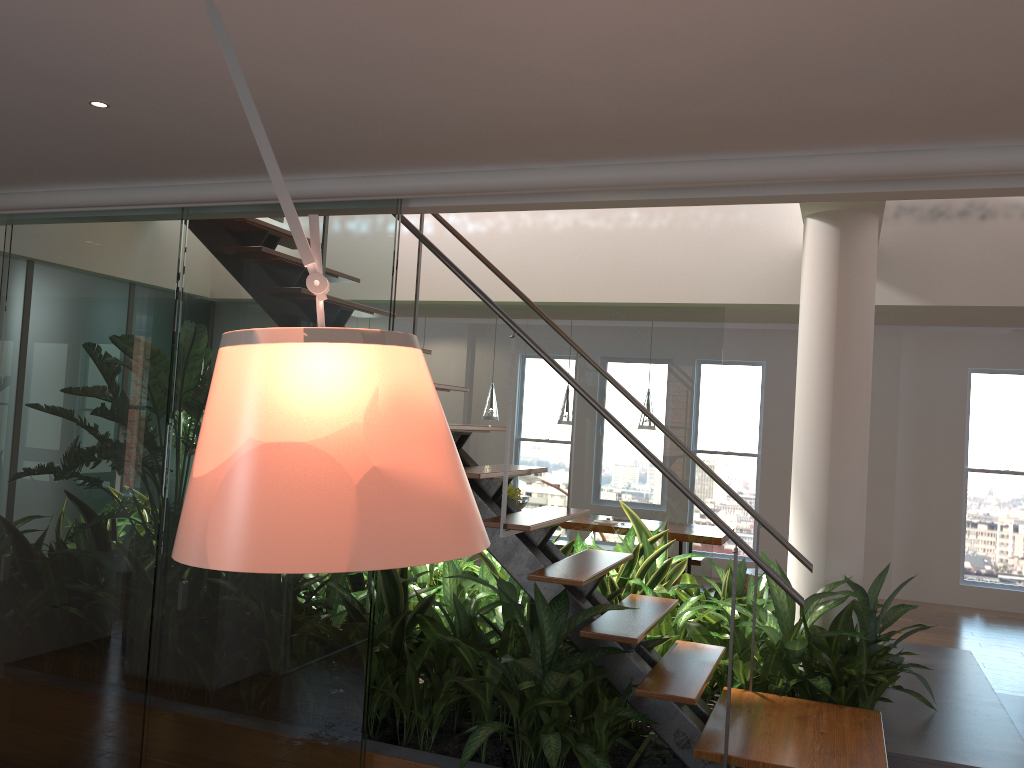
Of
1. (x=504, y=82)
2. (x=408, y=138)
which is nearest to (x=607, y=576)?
(x=408, y=138)

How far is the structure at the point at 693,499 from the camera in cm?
286

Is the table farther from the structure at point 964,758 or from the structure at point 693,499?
the structure at point 693,499

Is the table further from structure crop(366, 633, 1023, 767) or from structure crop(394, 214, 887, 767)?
structure crop(394, 214, 887, 767)

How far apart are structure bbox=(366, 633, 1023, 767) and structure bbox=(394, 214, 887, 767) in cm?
22

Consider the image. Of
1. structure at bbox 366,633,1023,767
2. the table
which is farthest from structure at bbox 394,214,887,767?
the table

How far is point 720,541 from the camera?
7.1 meters

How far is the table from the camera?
7.1 meters

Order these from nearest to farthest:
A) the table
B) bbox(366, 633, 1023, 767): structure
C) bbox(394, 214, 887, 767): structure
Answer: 1. bbox(394, 214, 887, 767): structure
2. bbox(366, 633, 1023, 767): structure
3. the table

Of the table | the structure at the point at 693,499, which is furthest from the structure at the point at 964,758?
the table
